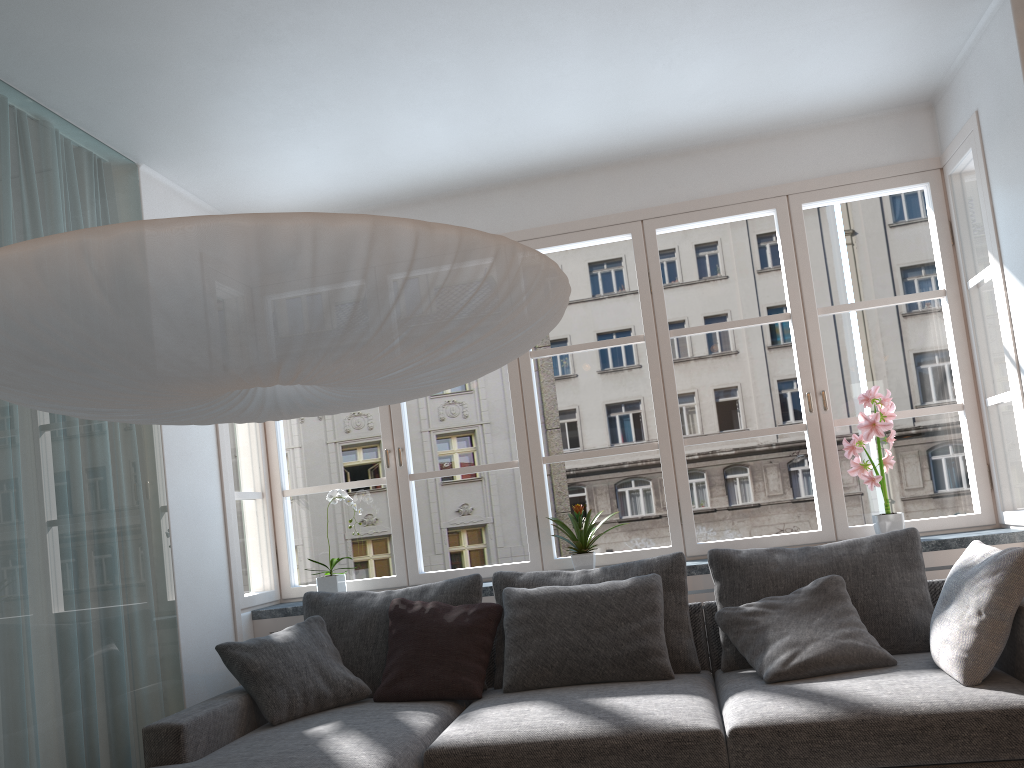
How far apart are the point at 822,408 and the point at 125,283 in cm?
339

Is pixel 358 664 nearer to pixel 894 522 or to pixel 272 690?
pixel 272 690

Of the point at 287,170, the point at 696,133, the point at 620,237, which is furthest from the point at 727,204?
the point at 620,237

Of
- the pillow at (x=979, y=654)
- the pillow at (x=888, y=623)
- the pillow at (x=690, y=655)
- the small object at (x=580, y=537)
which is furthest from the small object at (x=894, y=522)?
the small object at (x=580, y=537)

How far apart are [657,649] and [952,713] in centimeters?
105cm

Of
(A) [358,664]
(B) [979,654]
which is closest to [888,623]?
(B) [979,654]

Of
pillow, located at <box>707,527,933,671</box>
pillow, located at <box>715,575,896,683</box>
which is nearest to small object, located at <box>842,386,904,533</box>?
pillow, located at <box>707,527,933,671</box>

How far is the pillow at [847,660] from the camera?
3.0m

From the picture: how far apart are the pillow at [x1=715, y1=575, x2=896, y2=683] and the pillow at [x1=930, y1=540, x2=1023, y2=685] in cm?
17

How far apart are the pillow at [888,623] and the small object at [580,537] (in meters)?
0.60
